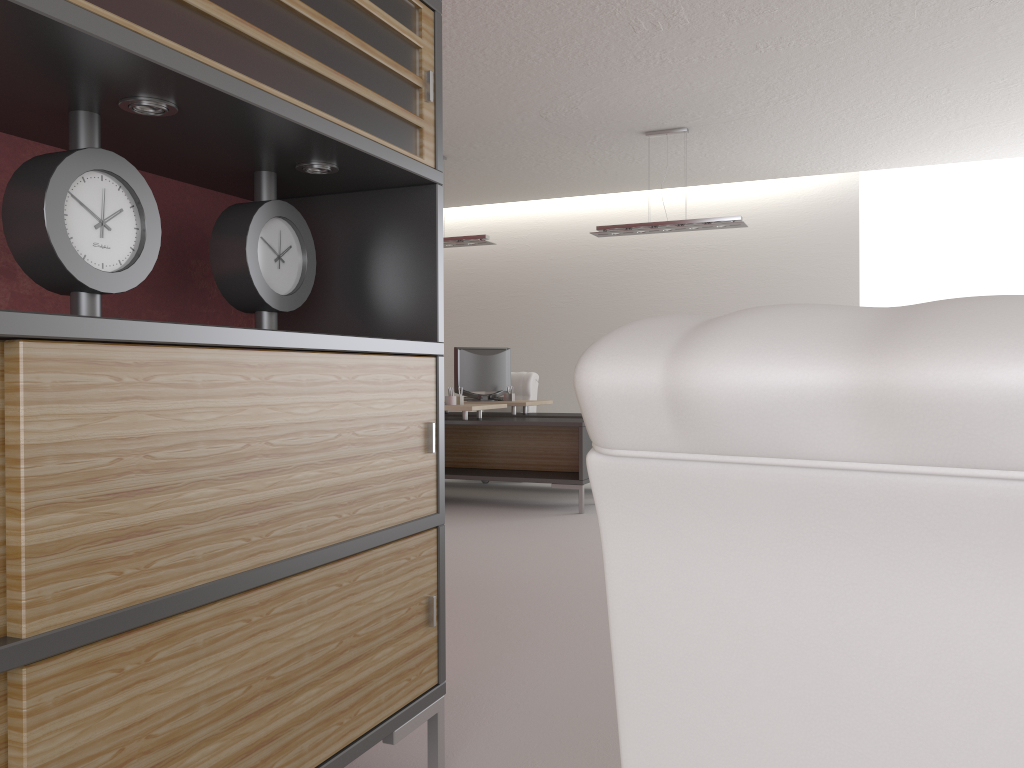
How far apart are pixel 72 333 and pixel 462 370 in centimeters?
1079cm

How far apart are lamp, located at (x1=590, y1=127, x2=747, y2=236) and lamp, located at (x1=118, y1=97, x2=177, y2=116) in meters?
8.8

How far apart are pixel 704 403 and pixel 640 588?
0.28m

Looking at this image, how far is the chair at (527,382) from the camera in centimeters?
1353cm

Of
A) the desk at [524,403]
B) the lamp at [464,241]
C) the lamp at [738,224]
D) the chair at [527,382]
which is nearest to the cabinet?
the lamp at [738,224]

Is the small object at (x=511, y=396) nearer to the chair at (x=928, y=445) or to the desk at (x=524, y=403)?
the desk at (x=524, y=403)

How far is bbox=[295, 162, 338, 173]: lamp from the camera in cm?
306

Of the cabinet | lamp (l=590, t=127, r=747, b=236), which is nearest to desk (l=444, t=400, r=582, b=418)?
lamp (l=590, t=127, r=747, b=236)

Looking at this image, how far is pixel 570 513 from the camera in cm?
1011

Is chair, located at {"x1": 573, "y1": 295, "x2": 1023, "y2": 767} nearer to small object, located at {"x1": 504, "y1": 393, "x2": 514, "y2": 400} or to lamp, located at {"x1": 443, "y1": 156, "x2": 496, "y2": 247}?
lamp, located at {"x1": 443, "y1": 156, "x2": 496, "y2": 247}
